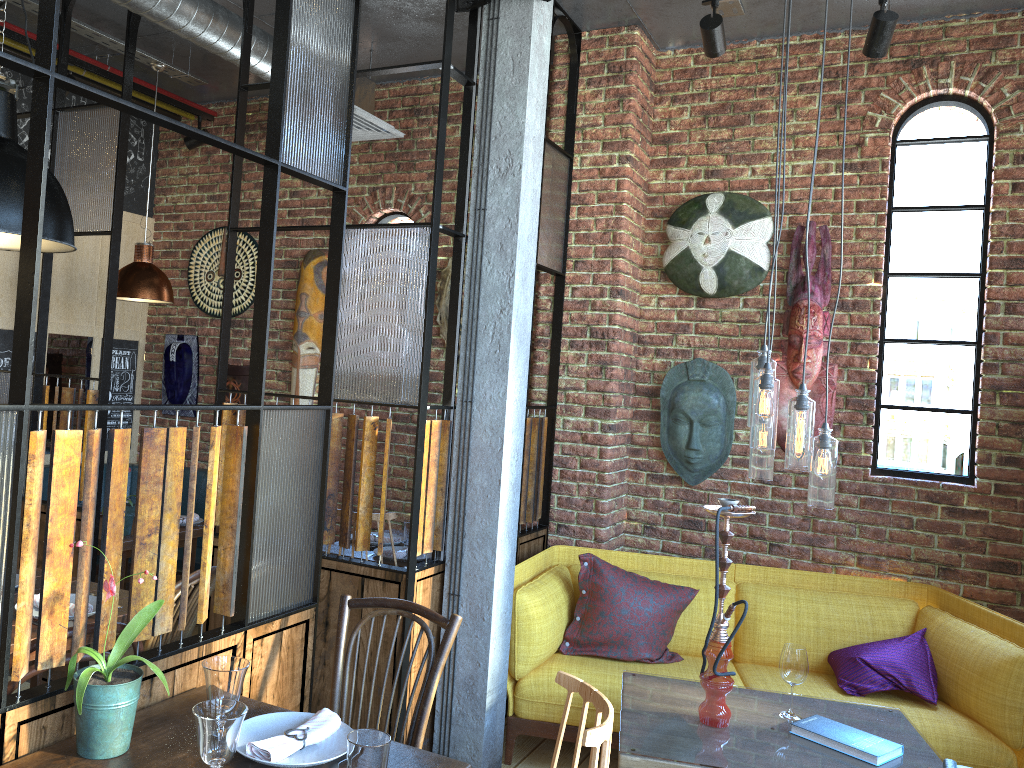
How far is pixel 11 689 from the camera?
1.9 meters

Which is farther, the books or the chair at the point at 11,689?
the books

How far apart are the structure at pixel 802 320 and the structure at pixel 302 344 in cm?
271

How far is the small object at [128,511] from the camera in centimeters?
445cm

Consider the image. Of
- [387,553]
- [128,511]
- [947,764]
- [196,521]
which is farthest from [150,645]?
[196,521]

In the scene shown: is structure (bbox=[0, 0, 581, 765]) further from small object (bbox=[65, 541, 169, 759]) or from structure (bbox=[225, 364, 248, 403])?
structure (bbox=[225, 364, 248, 403])

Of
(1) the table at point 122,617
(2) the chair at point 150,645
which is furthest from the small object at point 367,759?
(1) the table at point 122,617

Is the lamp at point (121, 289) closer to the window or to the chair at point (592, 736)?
the window

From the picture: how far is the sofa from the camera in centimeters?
336cm

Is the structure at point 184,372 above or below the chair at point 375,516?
above
